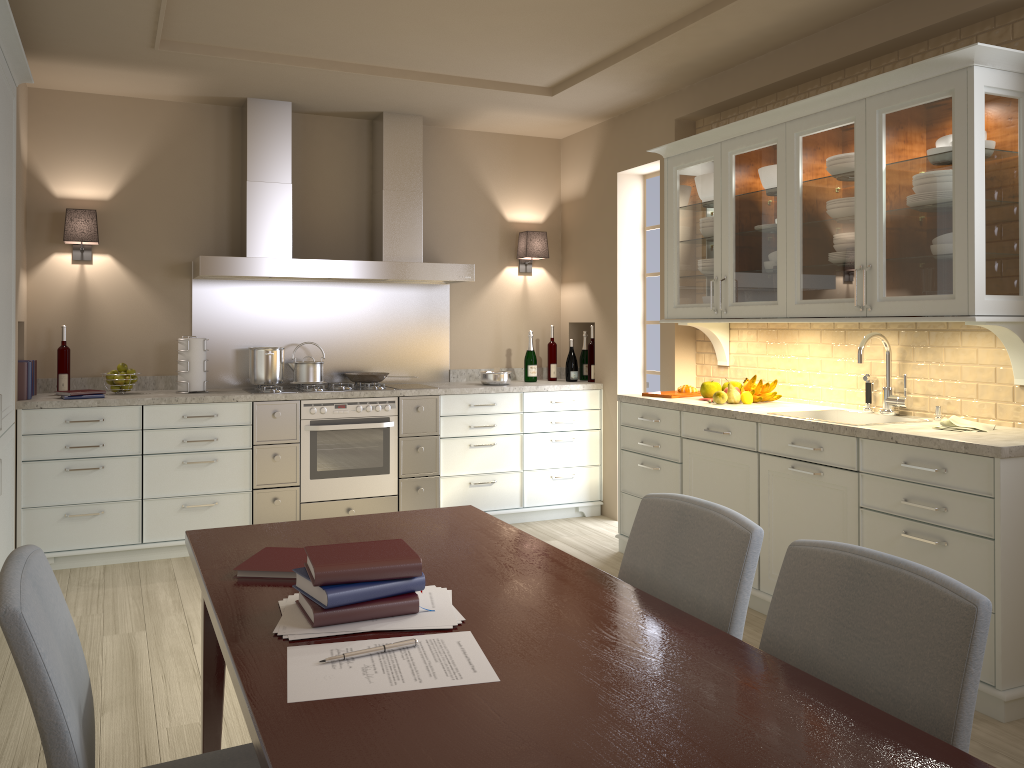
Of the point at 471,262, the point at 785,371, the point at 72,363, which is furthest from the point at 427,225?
the point at 785,371

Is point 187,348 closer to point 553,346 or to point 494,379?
point 494,379

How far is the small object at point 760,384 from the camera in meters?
4.1

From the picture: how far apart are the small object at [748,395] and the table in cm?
204

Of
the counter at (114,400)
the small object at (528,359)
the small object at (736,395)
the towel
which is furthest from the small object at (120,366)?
the towel

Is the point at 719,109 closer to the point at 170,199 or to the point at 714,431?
the point at 714,431

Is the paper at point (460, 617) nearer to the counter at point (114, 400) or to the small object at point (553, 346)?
the counter at point (114, 400)

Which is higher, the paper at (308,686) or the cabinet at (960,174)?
the cabinet at (960,174)

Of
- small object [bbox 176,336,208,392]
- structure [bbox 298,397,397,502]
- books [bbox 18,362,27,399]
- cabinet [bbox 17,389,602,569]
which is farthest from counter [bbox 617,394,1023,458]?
books [bbox 18,362,27,399]

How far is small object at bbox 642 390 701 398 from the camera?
4.4 meters
